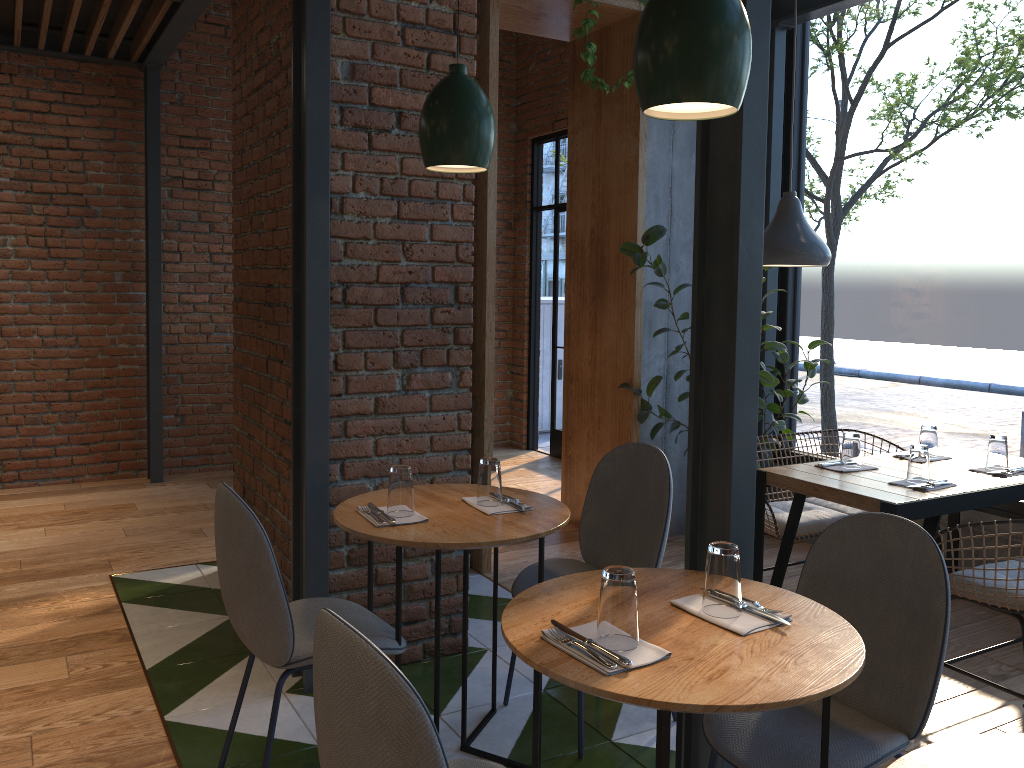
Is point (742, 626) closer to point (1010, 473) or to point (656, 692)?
point (656, 692)

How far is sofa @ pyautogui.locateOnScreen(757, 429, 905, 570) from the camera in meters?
3.7

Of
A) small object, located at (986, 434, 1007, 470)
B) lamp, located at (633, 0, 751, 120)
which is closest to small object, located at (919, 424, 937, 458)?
small object, located at (986, 434, 1007, 470)

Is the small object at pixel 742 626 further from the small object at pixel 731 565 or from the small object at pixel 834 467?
the small object at pixel 834 467

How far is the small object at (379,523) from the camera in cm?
246

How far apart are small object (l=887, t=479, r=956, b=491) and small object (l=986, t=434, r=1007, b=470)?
0.4m

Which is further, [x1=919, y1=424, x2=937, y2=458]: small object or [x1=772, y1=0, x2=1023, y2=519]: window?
[x1=772, y1=0, x2=1023, y2=519]: window

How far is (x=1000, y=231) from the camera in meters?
4.0 m

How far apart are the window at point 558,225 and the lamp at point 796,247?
3.56m

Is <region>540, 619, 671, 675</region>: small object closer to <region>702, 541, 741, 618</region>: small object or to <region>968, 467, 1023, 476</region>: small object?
<region>702, 541, 741, 618</region>: small object
